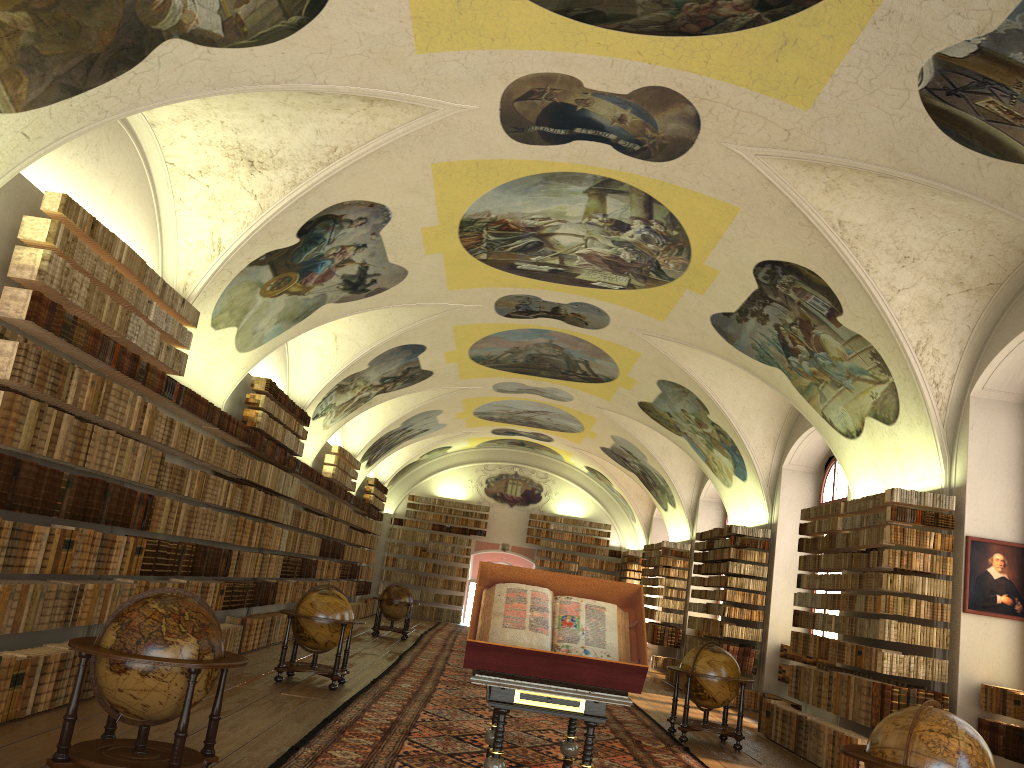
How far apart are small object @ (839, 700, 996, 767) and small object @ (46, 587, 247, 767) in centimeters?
454cm

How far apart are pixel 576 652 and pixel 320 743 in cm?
403

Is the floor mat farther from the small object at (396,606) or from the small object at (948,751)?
the small object at (948,751)

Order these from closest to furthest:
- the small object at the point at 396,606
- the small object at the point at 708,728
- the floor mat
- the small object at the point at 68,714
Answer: the small object at the point at 68,714, the floor mat, the small object at the point at 708,728, the small object at the point at 396,606

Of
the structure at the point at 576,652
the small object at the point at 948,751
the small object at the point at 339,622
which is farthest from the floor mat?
the small object at the point at 948,751

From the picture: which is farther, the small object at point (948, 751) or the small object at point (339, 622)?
the small object at point (339, 622)

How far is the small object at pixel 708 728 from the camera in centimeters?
1263cm

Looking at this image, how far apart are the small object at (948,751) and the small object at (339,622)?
7.7 meters

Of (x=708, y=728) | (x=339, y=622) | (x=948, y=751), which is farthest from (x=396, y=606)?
(x=948, y=751)

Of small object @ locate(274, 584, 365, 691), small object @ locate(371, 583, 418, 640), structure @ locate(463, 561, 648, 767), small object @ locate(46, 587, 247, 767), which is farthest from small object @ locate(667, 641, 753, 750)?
small object @ locate(371, 583, 418, 640)
